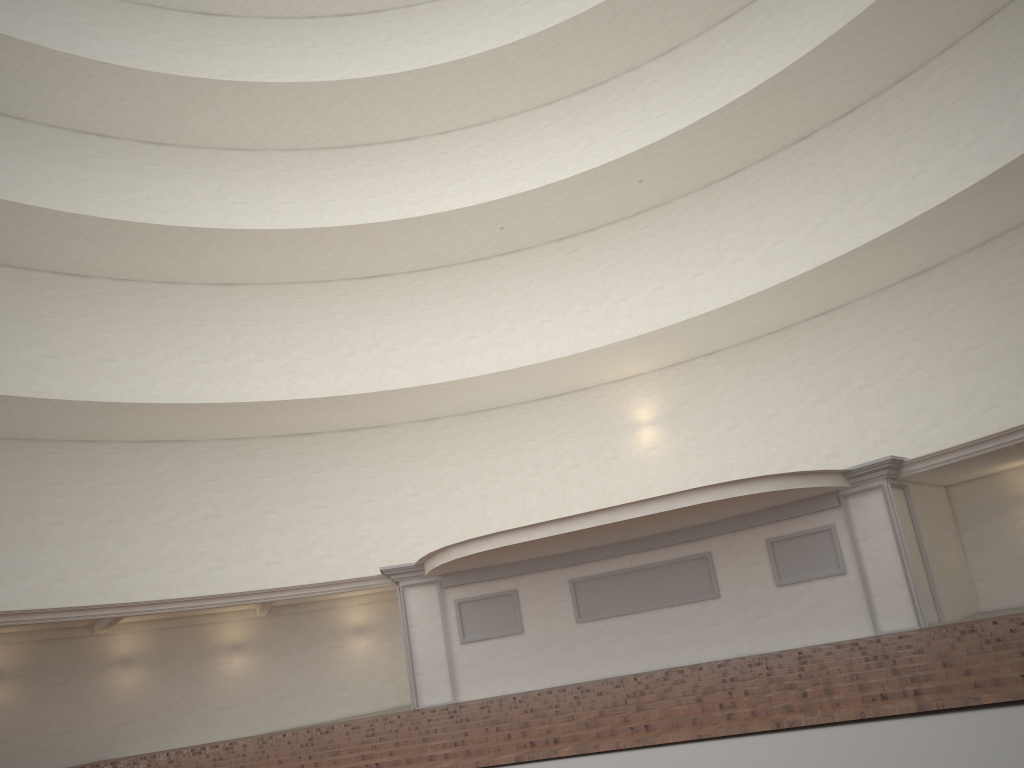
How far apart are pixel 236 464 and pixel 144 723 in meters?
6.1 m
